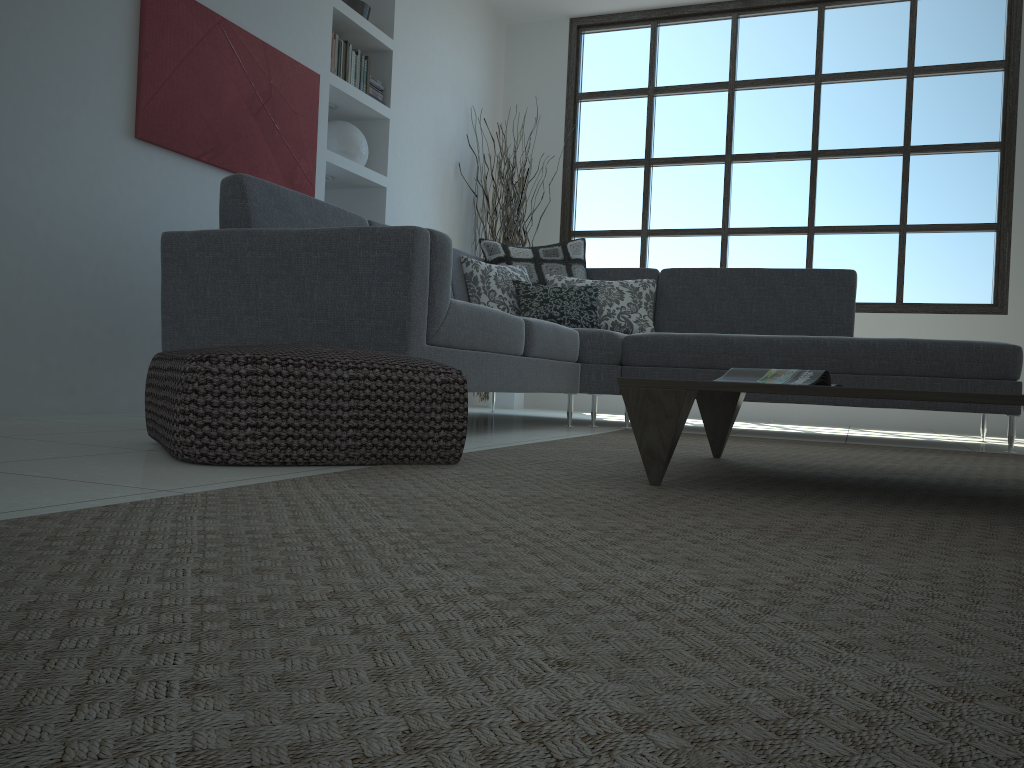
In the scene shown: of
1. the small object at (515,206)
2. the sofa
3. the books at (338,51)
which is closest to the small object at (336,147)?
the books at (338,51)

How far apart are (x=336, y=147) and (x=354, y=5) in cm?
84

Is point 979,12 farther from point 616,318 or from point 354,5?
point 354,5

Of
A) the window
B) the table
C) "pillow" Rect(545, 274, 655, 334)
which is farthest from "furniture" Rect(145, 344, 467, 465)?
the window

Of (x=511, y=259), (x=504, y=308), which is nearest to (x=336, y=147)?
(x=511, y=259)

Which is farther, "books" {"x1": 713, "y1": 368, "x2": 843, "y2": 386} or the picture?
the picture

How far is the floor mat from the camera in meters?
0.5

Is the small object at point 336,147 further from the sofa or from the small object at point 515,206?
the small object at point 515,206

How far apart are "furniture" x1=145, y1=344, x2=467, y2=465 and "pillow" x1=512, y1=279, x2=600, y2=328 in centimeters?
242cm

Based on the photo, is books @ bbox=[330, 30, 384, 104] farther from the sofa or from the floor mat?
the floor mat
